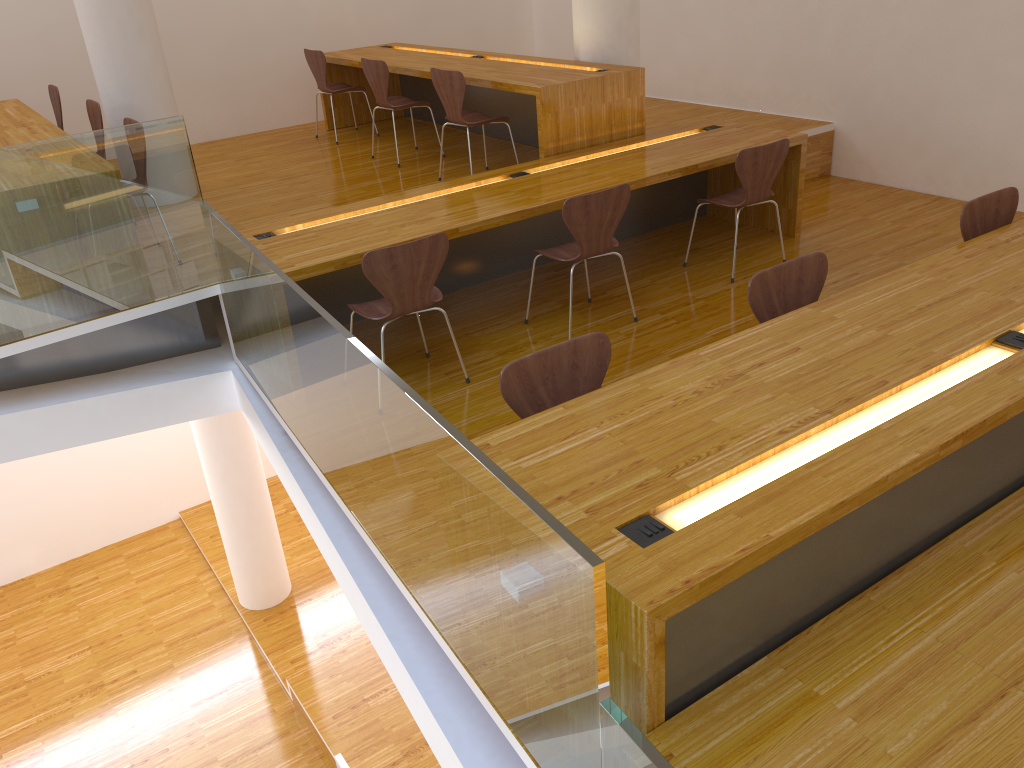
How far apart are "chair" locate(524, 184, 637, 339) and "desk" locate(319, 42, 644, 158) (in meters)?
0.91

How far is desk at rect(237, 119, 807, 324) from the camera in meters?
3.9

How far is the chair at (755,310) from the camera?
2.9 meters

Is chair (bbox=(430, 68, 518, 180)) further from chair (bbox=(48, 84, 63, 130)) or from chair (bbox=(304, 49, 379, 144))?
chair (bbox=(48, 84, 63, 130))

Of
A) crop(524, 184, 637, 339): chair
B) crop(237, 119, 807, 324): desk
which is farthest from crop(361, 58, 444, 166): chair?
crop(524, 184, 637, 339): chair

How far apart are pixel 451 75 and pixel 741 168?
1.8 meters

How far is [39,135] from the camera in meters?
4.7 m

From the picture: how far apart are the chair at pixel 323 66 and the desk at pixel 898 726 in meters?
5.0 m

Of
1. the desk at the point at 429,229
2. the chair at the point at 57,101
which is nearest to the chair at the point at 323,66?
the chair at the point at 57,101

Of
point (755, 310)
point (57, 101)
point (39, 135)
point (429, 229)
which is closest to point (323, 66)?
point (57, 101)
